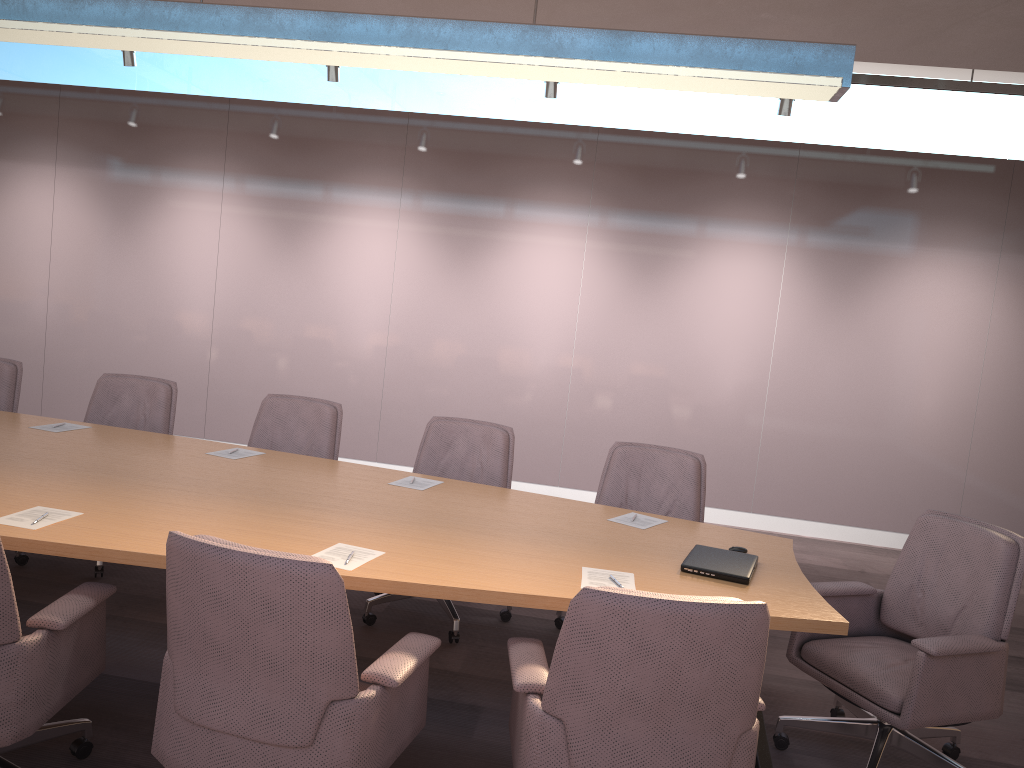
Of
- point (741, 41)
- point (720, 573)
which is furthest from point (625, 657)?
point (741, 41)

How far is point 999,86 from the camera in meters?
5.4 m

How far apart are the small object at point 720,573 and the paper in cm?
23

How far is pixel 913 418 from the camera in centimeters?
685cm

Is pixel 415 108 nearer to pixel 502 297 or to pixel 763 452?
pixel 502 297

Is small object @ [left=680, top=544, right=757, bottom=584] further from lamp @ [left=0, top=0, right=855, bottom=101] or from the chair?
lamp @ [left=0, top=0, right=855, bottom=101]

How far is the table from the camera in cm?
264

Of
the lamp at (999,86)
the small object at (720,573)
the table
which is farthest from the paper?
the lamp at (999,86)

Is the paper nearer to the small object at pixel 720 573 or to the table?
the table

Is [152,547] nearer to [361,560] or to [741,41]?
[361,560]
